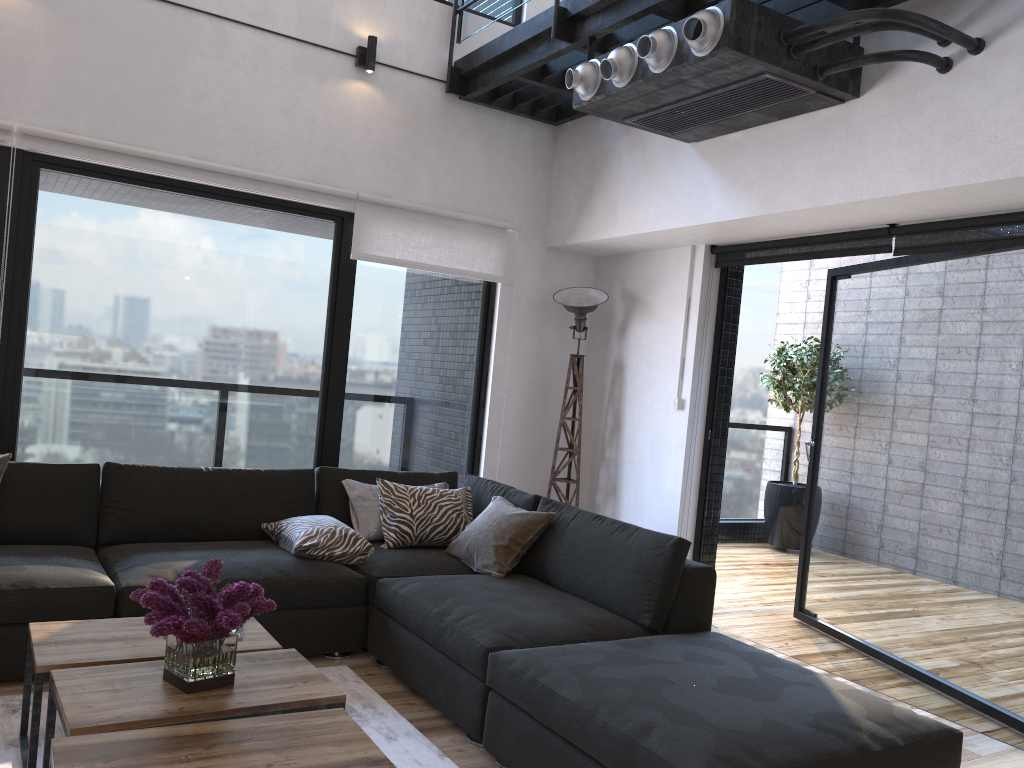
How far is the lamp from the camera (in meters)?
5.20

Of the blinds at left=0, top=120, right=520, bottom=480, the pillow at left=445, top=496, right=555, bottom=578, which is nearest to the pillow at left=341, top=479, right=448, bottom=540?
the pillow at left=445, top=496, right=555, bottom=578

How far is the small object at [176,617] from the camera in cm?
215

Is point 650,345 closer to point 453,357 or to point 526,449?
point 526,449

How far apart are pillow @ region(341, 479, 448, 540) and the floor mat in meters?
0.8 m

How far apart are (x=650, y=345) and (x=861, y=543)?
1.6 meters

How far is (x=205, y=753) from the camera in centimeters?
188cm

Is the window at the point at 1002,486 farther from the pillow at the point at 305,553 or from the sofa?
the pillow at the point at 305,553

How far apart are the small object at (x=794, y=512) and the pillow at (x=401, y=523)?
4.0 meters

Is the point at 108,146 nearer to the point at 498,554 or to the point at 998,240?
the point at 498,554
